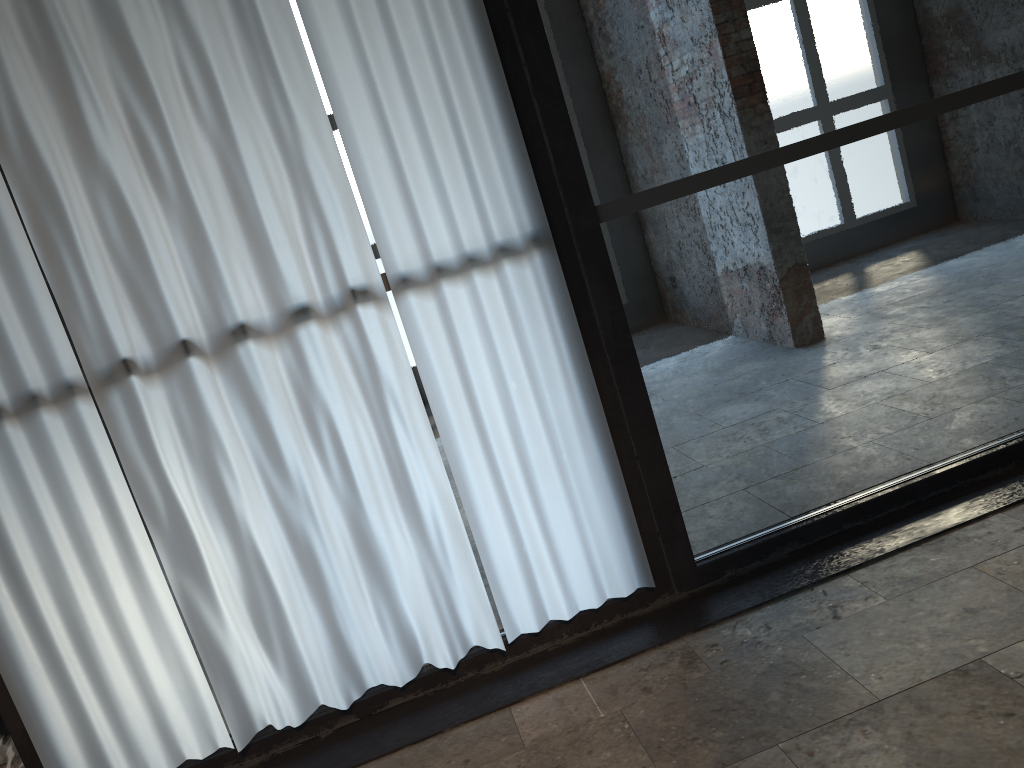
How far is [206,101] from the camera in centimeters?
256cm

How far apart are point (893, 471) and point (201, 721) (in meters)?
8.22

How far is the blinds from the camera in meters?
2.6 m

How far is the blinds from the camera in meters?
2.6
